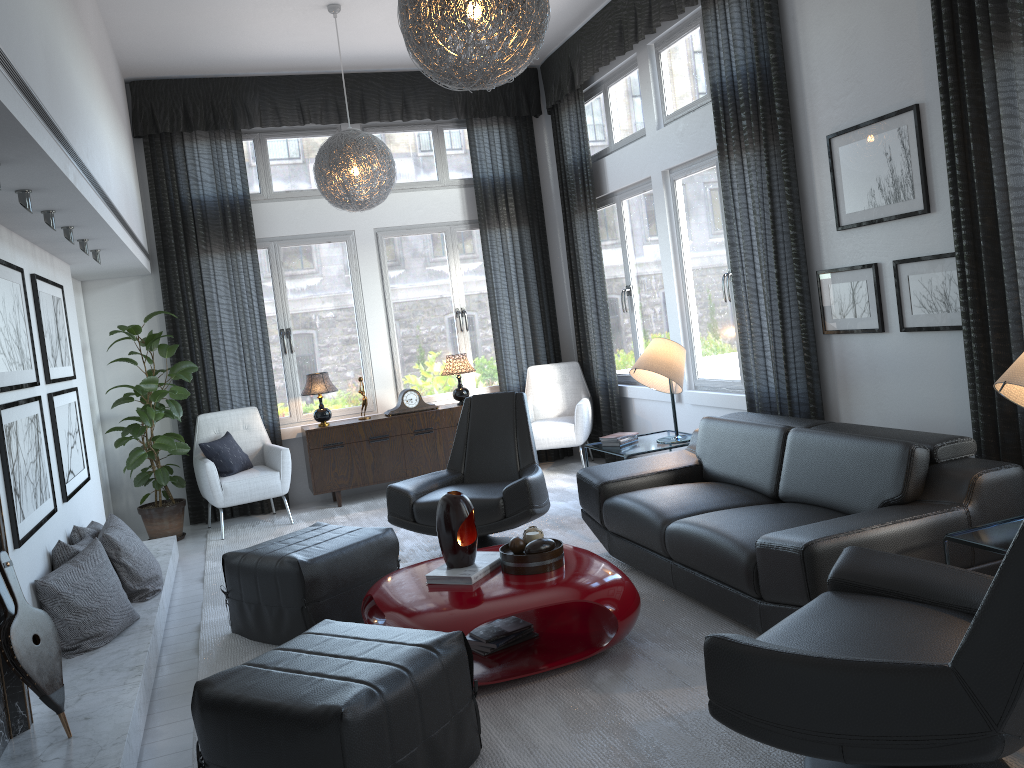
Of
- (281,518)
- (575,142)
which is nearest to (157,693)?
(281,518)

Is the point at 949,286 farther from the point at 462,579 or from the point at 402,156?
the point at 402,156

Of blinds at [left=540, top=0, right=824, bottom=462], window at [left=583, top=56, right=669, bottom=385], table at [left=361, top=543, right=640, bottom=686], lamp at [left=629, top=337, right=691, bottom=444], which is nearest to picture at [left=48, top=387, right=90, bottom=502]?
table at [left=361, top=543, right=640, bottom=686]

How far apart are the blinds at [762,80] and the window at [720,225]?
0.1 meters

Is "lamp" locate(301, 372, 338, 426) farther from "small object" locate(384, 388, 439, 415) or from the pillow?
the pillow

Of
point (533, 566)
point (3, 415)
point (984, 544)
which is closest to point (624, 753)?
point (533, 566)

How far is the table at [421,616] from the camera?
3.0 meters

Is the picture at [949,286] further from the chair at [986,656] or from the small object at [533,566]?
the small object at [533,566]

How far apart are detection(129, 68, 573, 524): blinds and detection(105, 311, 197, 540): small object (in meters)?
0.27

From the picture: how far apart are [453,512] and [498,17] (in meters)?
1.72
